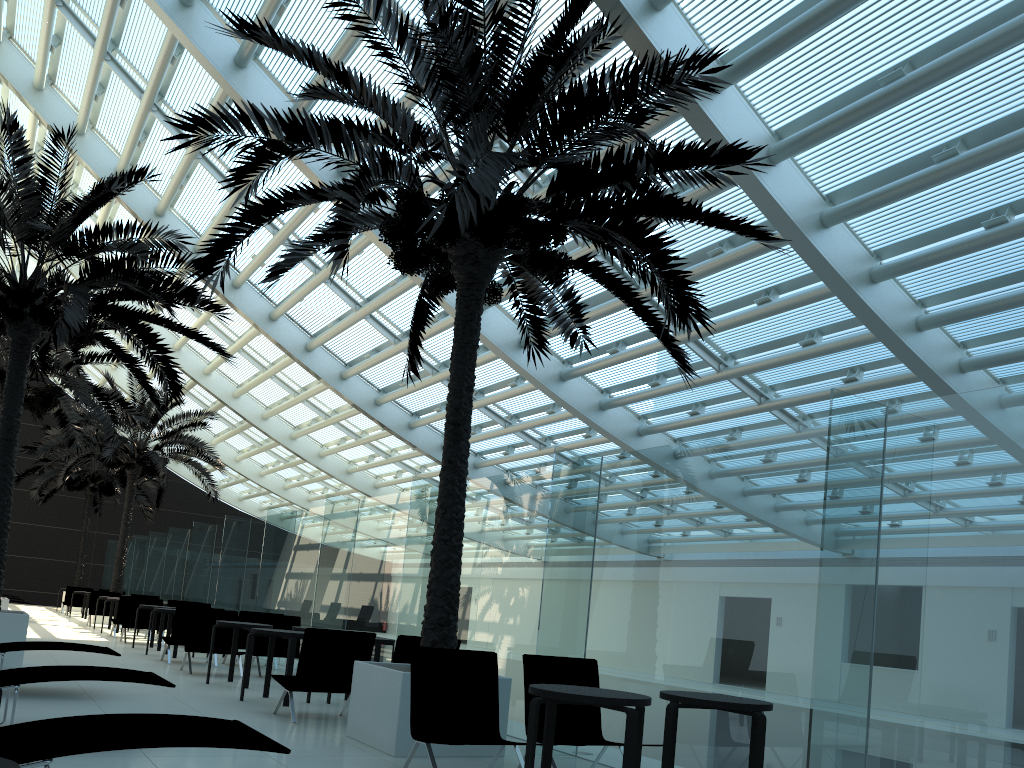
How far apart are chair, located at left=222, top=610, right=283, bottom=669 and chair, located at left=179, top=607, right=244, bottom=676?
0.9 meters

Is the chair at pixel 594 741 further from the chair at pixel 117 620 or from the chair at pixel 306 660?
the chair at pixel 117 620

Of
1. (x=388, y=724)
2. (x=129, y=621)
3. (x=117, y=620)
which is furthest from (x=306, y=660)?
(x=117, y=620)

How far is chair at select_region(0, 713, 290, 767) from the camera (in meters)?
3.44

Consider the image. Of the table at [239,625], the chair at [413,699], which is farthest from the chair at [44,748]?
the table at [239,625]

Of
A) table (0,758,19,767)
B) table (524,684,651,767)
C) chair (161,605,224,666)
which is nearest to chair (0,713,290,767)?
table (0,758,19,767)

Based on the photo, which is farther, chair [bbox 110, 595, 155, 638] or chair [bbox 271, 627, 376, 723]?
chair [bbox 110, 595, 155, 638]

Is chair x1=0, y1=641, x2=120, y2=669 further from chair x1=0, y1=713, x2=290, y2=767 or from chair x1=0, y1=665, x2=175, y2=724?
chair x1=0, y1=713, x2=290, y2=767

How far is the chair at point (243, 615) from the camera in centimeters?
1312cm

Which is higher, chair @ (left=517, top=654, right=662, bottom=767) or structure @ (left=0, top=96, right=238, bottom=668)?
structure @ (left=0, top=96, right=238, bottom=668)
